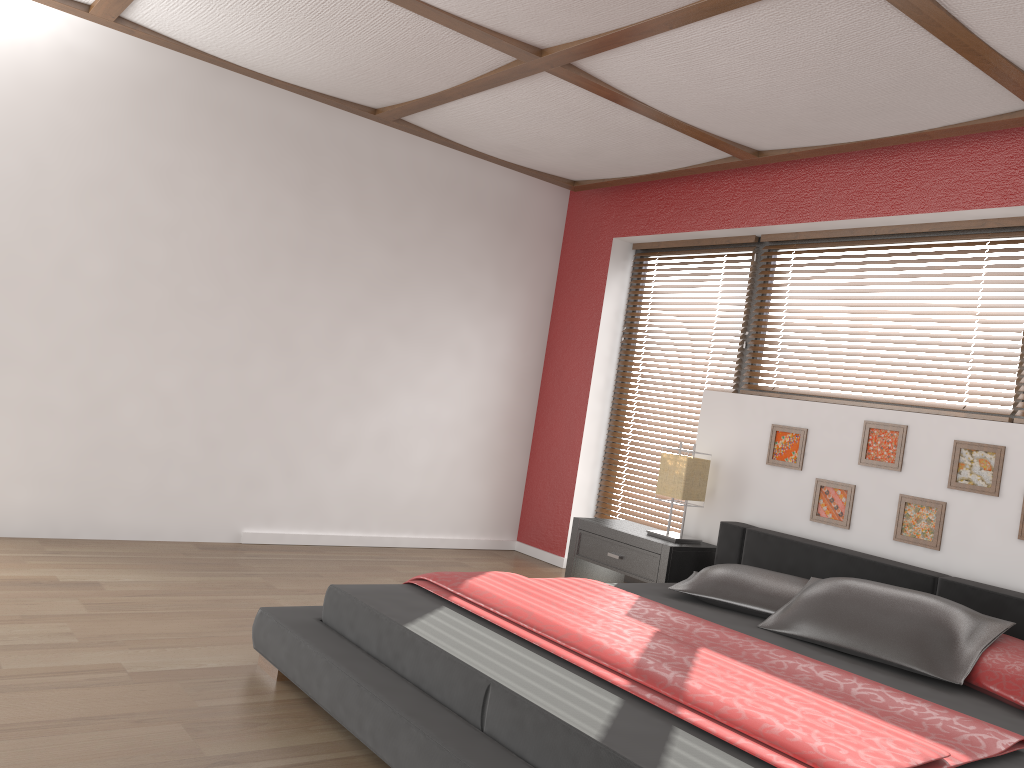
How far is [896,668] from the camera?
2.9 meters

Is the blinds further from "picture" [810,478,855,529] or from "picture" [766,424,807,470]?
"picture" [810,478,855,529]

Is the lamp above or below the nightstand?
above

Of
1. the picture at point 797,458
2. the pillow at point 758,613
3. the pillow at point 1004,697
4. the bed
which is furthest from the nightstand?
the pillow at point 1004,697

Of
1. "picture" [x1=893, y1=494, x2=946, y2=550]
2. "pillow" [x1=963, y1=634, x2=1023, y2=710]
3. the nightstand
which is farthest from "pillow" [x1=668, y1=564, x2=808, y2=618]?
"pillow" [x1=963, y1=634, x2=1023, y2=710]

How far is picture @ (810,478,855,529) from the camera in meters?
4.0 m

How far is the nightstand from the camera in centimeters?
422cm

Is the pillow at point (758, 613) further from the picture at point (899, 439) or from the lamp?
the picture at point (899, 439)

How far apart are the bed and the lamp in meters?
0.2

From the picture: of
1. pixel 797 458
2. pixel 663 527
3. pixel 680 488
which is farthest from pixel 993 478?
pixel 663 527
